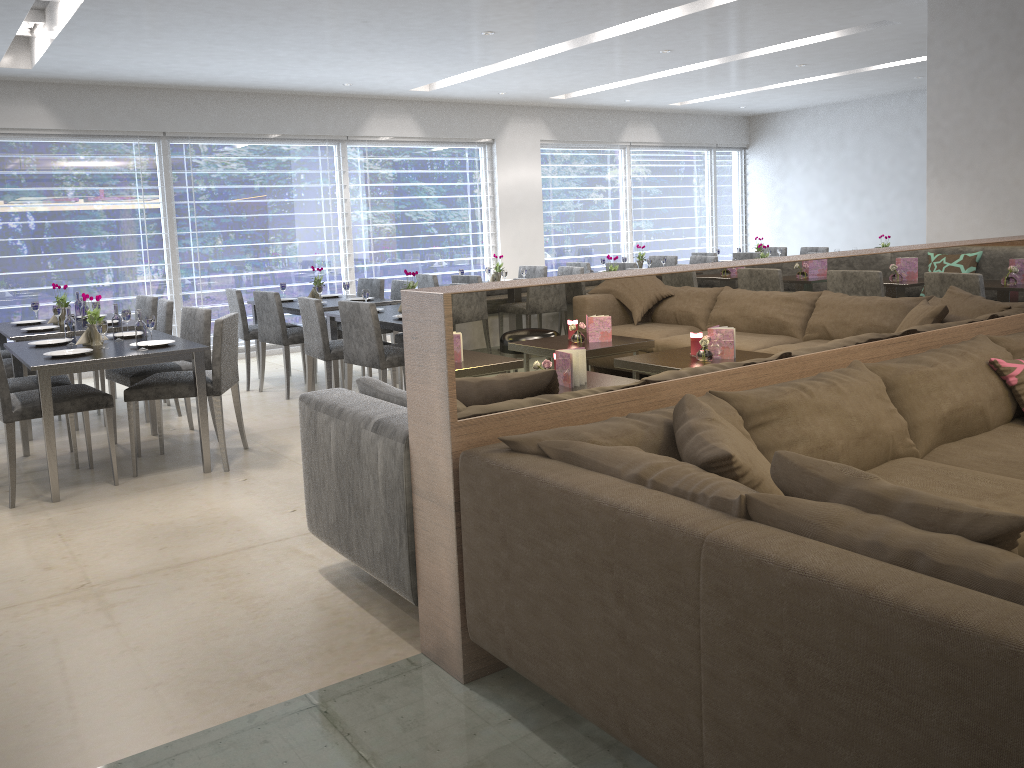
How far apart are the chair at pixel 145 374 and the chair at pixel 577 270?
3.59m

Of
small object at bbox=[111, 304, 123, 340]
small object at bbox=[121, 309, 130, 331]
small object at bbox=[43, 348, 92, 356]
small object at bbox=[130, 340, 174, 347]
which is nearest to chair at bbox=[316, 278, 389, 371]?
small object at bbox=[121, 309, 130, 331]

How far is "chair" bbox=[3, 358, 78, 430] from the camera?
5.29m

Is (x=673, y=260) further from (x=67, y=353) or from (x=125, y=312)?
(x=67, y=353)

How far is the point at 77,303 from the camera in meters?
6.0

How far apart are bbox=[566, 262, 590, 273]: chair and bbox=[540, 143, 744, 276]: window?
2.1m

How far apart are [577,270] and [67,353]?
4.5m

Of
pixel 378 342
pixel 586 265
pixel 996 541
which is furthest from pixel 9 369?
pixel 996 541

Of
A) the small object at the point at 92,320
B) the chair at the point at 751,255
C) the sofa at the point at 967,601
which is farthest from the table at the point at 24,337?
the chair at the point at 751,255

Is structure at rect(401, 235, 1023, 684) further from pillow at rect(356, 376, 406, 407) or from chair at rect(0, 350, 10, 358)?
chair at rect(0, 350, 10, 358)
